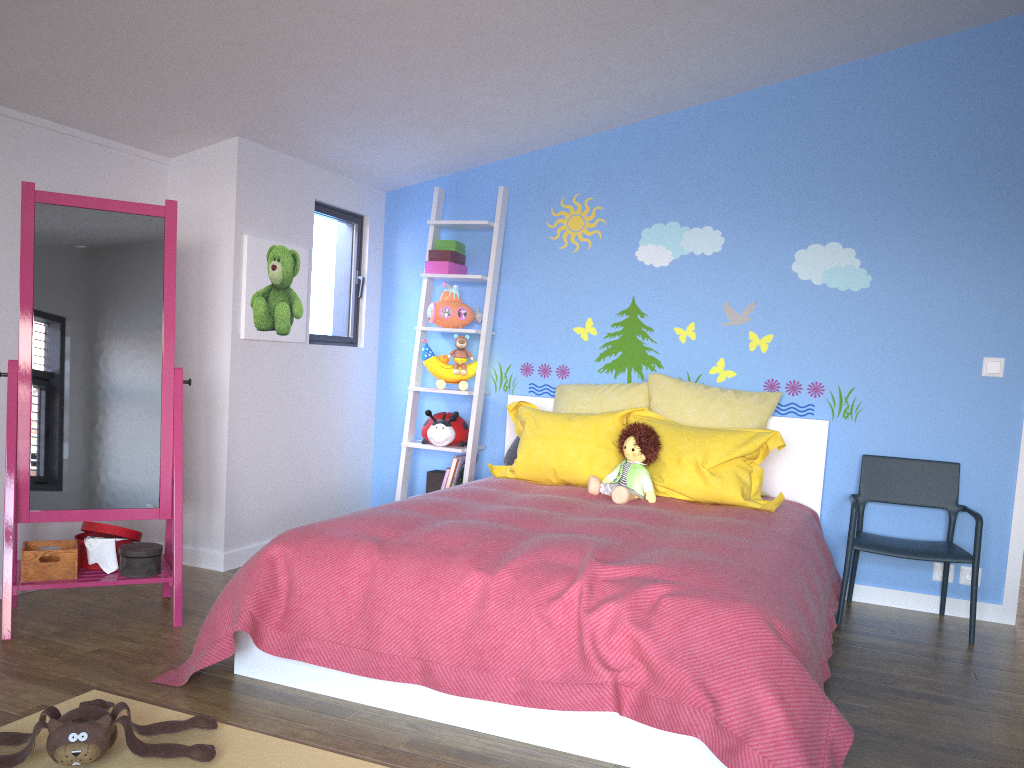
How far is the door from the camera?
3.7 meters

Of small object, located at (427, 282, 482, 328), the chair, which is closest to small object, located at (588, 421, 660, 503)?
the chair

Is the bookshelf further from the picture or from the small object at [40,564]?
the small object at [40,564]

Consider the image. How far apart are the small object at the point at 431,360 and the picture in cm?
61

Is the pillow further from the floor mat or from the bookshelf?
the floor mat

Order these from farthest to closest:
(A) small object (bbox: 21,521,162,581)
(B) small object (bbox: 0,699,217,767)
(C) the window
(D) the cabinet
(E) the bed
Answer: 1. (C) the window
2. (D) the cabinet
3. (A) small object (bbox: 21,521,162,581)
4. (E) the bed
5. (B) small object (bbox: 0,699,217,767)

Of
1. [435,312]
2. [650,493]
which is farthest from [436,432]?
[650,493]

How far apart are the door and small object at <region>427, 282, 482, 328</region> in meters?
2.5 m

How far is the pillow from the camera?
3.51m

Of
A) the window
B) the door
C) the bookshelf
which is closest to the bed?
the bookshelf
